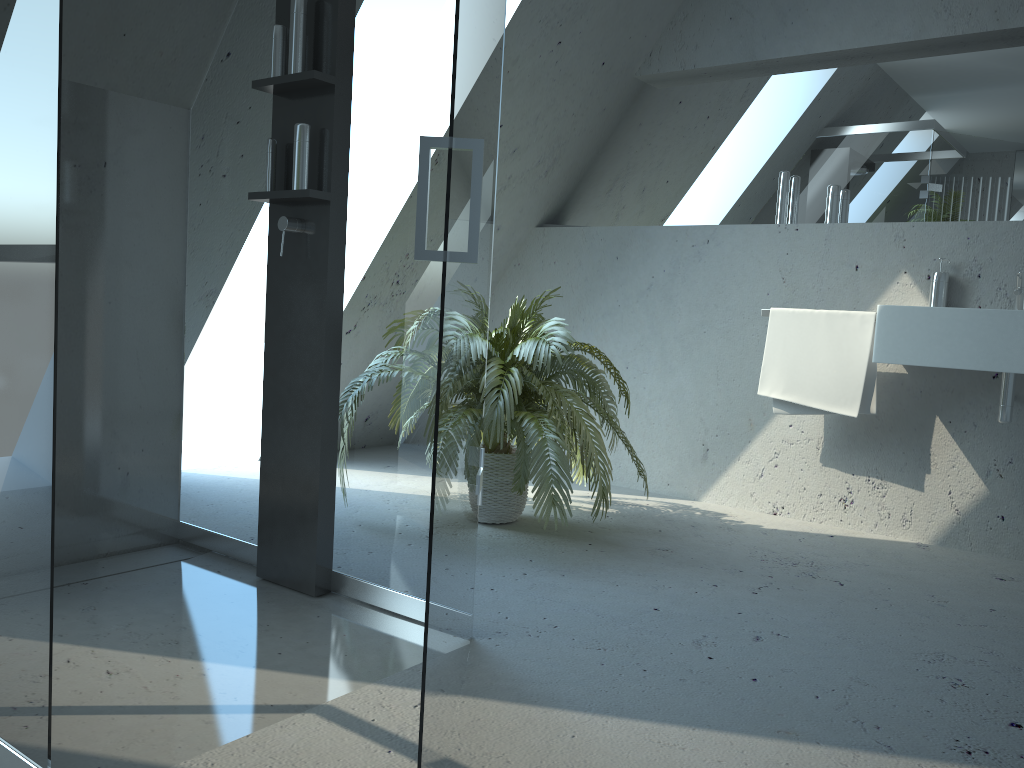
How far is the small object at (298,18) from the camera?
2.28m

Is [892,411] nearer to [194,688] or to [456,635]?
[456,635]

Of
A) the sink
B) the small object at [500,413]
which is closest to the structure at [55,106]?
the small object at [500,413]

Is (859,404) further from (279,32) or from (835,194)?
(279,32)

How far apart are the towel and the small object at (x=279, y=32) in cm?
210

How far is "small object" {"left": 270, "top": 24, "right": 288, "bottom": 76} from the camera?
2.3 meters

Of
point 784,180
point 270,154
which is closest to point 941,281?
point 784,180

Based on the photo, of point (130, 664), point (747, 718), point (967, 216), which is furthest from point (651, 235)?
point (130, 664)

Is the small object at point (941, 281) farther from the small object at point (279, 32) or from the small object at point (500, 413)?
the small object at point (279, 32)

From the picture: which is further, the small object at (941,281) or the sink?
the small object at (941,281)
